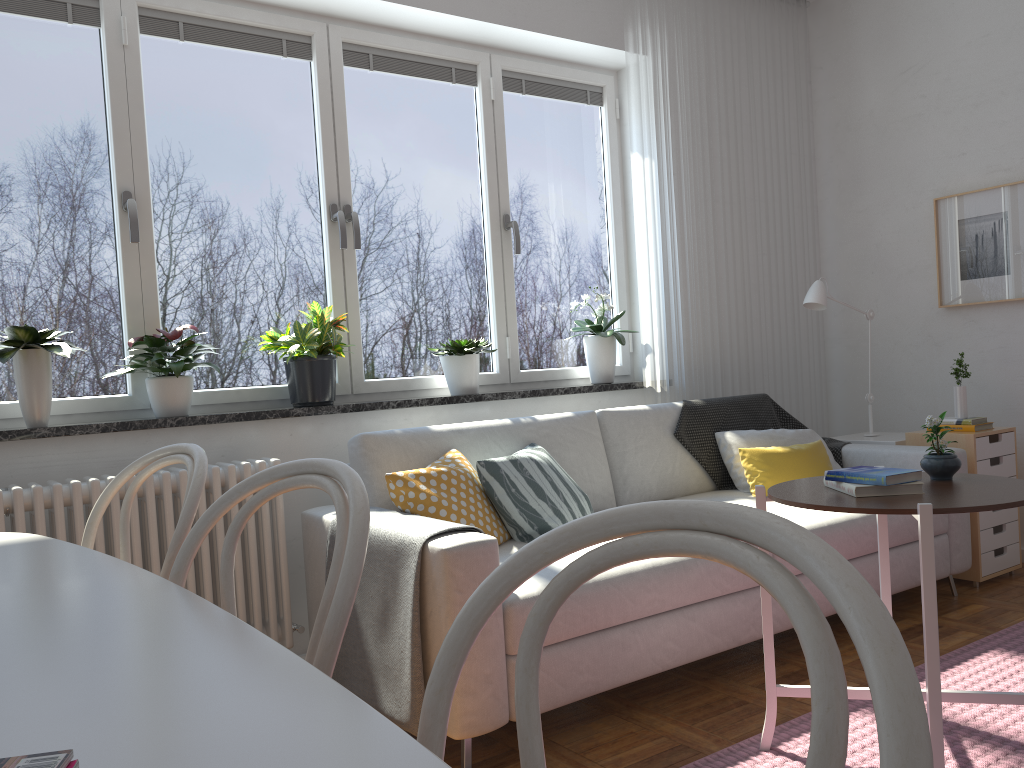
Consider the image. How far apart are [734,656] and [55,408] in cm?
241

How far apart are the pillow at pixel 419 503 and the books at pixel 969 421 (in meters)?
2.14

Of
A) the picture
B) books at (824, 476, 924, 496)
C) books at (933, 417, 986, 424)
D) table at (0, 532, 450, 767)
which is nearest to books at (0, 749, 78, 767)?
table at (0, 532, 450, 767)

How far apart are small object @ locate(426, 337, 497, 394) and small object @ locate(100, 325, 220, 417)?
1.0m

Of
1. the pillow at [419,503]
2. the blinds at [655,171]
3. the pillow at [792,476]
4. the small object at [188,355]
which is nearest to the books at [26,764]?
the pillow at [419,503]

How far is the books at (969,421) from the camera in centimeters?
375cm

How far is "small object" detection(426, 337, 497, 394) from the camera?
3.6m

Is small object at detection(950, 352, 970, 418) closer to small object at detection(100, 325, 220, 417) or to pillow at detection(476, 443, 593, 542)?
pillow at detection(476, 443, 593, 542)

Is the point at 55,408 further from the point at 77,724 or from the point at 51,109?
the point at 77,724

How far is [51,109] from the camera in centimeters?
295cm
